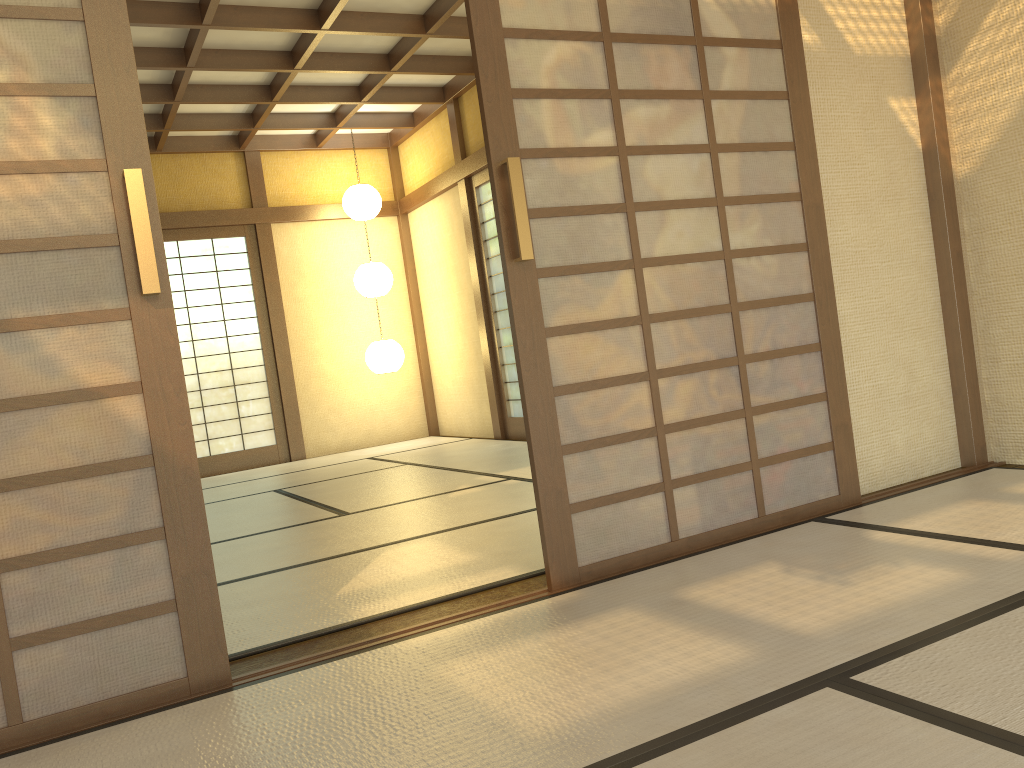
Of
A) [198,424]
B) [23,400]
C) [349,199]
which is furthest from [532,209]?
[198,424]

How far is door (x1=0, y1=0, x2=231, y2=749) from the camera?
2.0 meters

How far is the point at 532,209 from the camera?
2.67m

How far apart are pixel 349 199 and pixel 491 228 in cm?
151

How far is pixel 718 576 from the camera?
2.6m

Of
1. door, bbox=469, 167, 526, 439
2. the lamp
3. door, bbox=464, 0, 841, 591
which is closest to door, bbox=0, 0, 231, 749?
door, bbox=464, 0, 841, 591

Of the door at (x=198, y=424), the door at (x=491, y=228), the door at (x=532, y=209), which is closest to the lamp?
the door at (x=198, y=424)

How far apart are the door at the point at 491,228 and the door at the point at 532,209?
4.21m

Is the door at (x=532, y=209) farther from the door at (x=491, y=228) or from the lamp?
the lamp

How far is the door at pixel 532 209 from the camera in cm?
267
